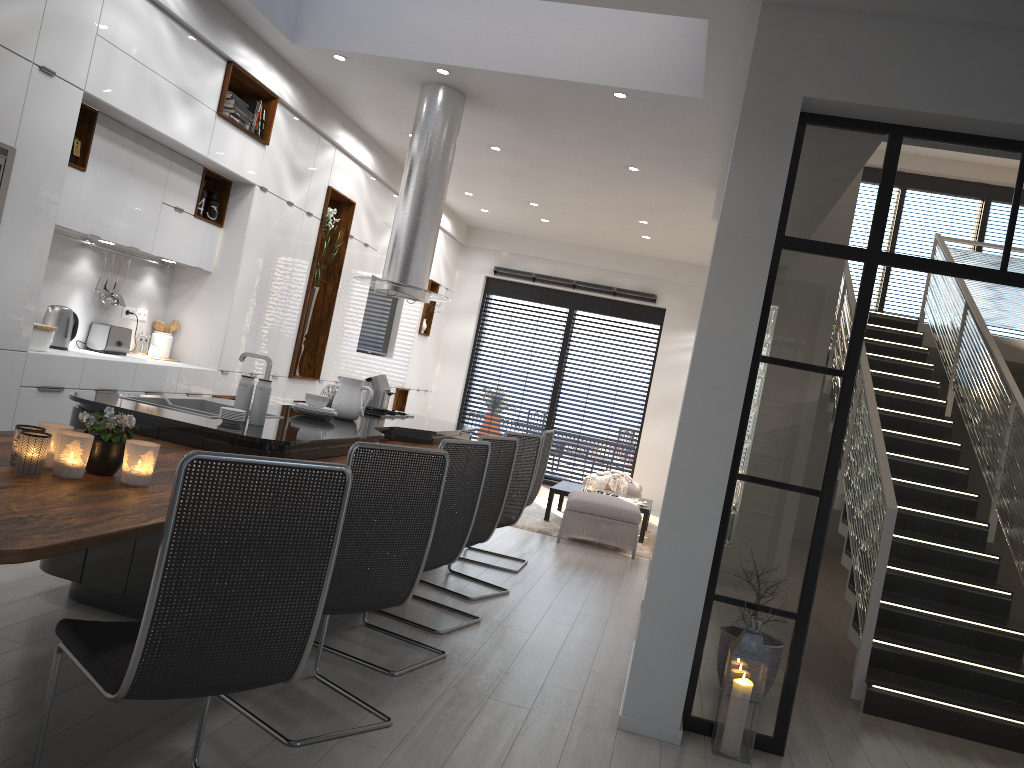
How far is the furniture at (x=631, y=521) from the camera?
7.8m

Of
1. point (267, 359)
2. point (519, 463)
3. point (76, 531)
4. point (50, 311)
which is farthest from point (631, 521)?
point (76, 531)

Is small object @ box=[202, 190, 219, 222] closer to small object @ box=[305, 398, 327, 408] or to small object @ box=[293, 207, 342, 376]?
small object @ box=[293, 207, 342, 376]

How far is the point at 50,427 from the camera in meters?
2.6 m

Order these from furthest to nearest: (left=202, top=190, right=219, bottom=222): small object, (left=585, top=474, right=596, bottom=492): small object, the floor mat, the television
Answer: the television < (left=585, top=474, right=596, bottom=492): small object < the floor mat < (left=202, top=190, right=219, bottom=222): small object

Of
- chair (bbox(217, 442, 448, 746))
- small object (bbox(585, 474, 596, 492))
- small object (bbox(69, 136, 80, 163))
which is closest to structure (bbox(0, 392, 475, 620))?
chair (bbox(217, 442, 448, 746))

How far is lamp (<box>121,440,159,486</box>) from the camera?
2.6m

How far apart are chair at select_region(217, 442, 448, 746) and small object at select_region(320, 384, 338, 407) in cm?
250

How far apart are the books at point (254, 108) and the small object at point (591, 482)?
4.82m

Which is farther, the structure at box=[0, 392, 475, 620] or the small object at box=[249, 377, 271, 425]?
the small object at box=[249, 377, 271, 425]
